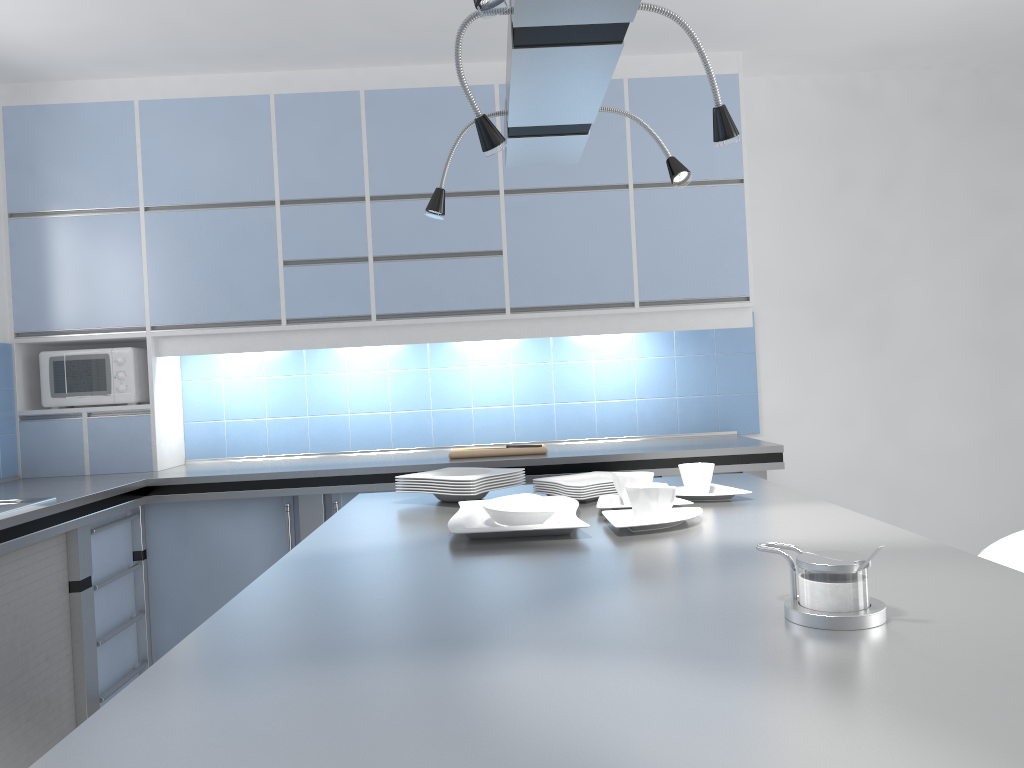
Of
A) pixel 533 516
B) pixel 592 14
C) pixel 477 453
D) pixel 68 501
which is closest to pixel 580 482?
pixel 533 516

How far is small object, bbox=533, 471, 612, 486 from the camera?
2.40m

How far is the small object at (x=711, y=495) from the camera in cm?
215

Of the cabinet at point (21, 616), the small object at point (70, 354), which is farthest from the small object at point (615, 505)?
the small object at point (70, 354)

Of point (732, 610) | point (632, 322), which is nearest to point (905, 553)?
point (732, 610)

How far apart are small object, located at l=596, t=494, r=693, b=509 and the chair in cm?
76

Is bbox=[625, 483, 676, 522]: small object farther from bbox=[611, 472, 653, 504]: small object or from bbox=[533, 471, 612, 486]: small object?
bbox=[533, 471, 612, 486]: small object

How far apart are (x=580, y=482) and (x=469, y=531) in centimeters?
68cm

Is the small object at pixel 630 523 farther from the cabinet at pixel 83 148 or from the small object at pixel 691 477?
the cabinet at pixel 83 148

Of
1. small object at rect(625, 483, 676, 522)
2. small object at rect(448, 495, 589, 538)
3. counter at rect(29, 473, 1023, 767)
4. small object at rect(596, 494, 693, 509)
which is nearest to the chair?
counter at rect(29, 473, 1023, 767)
